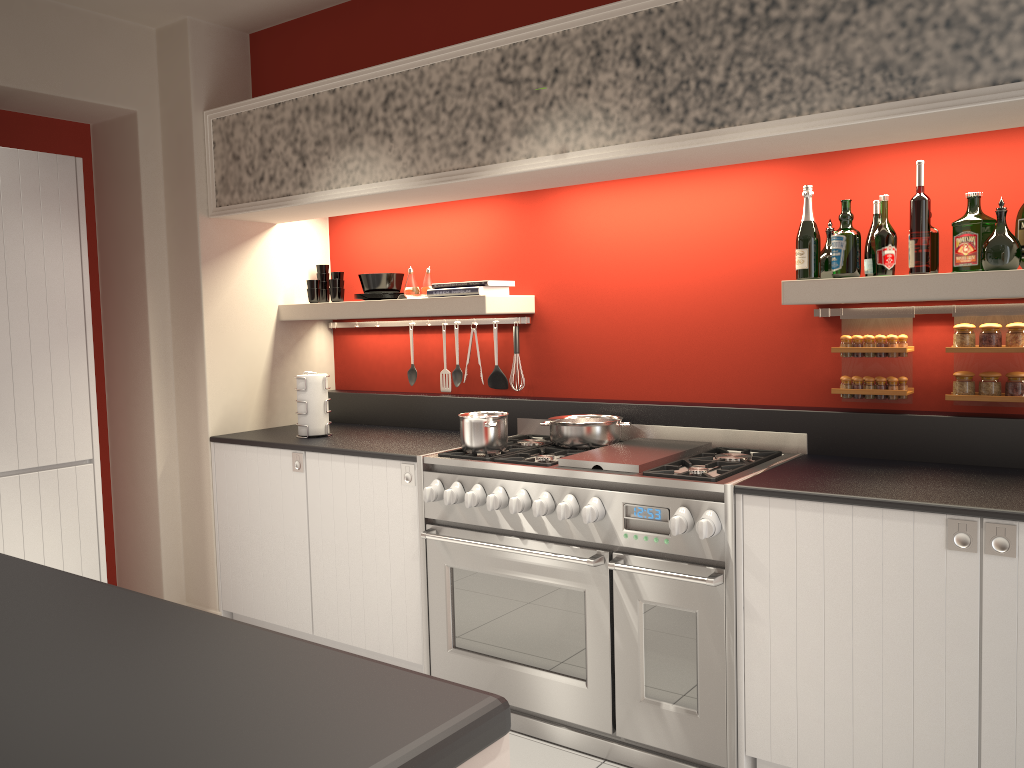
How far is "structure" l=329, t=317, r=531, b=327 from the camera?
4.11m

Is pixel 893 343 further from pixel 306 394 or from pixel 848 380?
pixel 306 394

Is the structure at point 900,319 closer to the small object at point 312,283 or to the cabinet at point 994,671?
the cabinet at point 994,671

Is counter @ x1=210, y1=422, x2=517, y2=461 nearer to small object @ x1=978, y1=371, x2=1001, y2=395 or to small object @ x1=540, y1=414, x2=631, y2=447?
small object @ x1=540, y1=414, x2=631, y2=447

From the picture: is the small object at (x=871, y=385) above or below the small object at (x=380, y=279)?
below

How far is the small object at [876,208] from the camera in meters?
3.1 m

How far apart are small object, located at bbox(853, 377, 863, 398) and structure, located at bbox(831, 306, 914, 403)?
0.1 meters

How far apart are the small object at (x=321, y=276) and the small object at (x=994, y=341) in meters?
3.1 m

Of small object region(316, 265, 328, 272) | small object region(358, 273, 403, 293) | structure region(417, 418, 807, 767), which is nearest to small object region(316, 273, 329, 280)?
small object region(316, 265, 328, 272)

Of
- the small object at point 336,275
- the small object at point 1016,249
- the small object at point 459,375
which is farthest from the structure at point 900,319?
the small object at point 336,275
